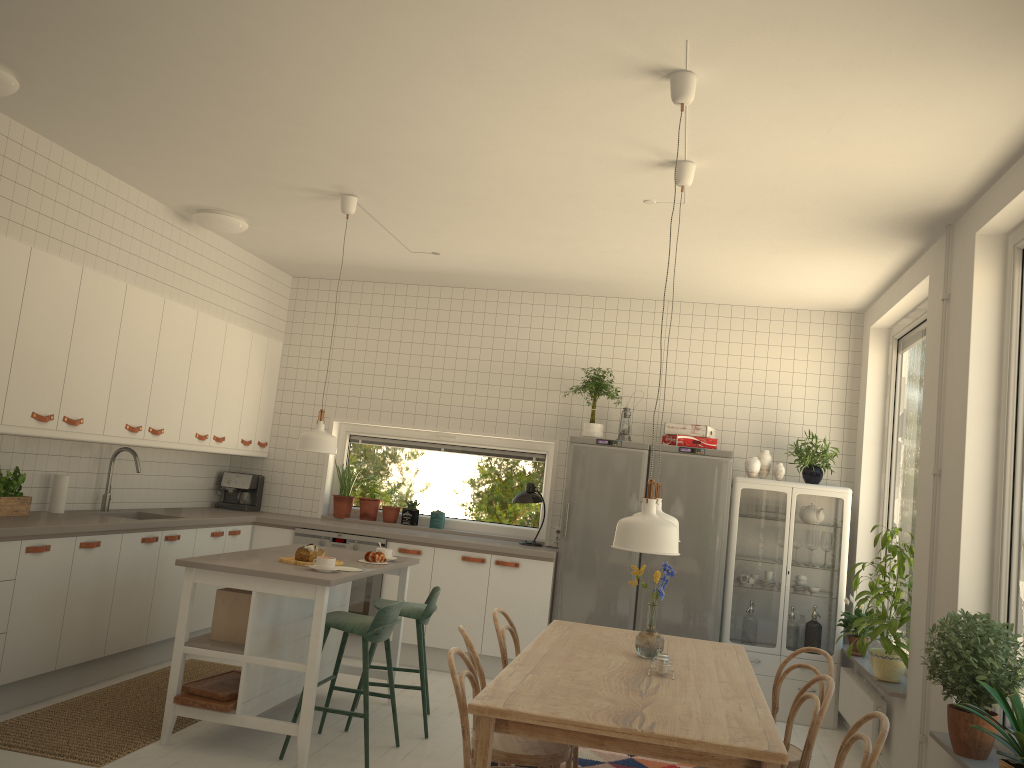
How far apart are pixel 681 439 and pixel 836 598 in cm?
147

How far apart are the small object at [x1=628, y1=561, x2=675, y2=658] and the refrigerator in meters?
2.5 m

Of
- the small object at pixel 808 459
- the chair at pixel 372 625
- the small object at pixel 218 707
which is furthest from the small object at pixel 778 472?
the small object at pixel 218 707

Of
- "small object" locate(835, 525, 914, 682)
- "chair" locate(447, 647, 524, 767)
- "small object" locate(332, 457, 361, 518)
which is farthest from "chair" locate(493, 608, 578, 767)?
"small object" locate(332, 457, 361, 518)

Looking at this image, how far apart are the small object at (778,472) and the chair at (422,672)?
2.5m

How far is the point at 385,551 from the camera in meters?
5.1

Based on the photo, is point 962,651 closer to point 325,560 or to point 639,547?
point 639,547

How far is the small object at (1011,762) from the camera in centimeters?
290cm

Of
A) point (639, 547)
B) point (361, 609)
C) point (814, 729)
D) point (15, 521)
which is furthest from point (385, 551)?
point (814, 729)

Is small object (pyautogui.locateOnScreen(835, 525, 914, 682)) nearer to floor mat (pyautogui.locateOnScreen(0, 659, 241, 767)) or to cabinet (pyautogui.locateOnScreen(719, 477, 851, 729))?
cabinet (pyautogui.locateOnScreen(719, 477, 851, 729))
